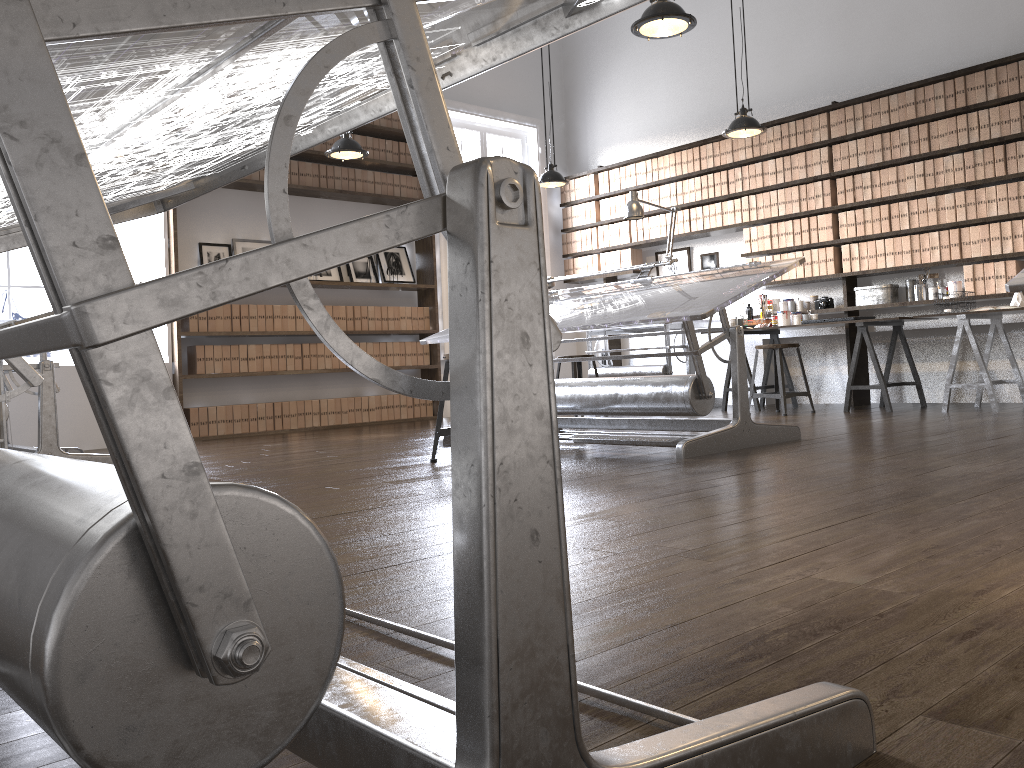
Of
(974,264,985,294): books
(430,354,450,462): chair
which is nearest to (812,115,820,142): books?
(974,264,985,294): books

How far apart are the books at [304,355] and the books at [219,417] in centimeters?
81cm

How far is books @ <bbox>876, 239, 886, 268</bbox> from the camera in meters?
6.8

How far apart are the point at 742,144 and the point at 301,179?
3.8m

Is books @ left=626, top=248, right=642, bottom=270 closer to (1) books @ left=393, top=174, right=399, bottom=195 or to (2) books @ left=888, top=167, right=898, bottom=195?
(1) books @ left=393, top=174, right=399, bottom=195

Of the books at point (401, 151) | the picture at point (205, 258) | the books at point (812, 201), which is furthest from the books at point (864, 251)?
the picture at point (205, 258)

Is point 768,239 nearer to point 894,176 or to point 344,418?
point 894,176

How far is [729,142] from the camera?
7.8 meters

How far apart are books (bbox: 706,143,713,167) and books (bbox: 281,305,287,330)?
4.0m

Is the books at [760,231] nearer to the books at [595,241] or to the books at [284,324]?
the books at [595,241]
